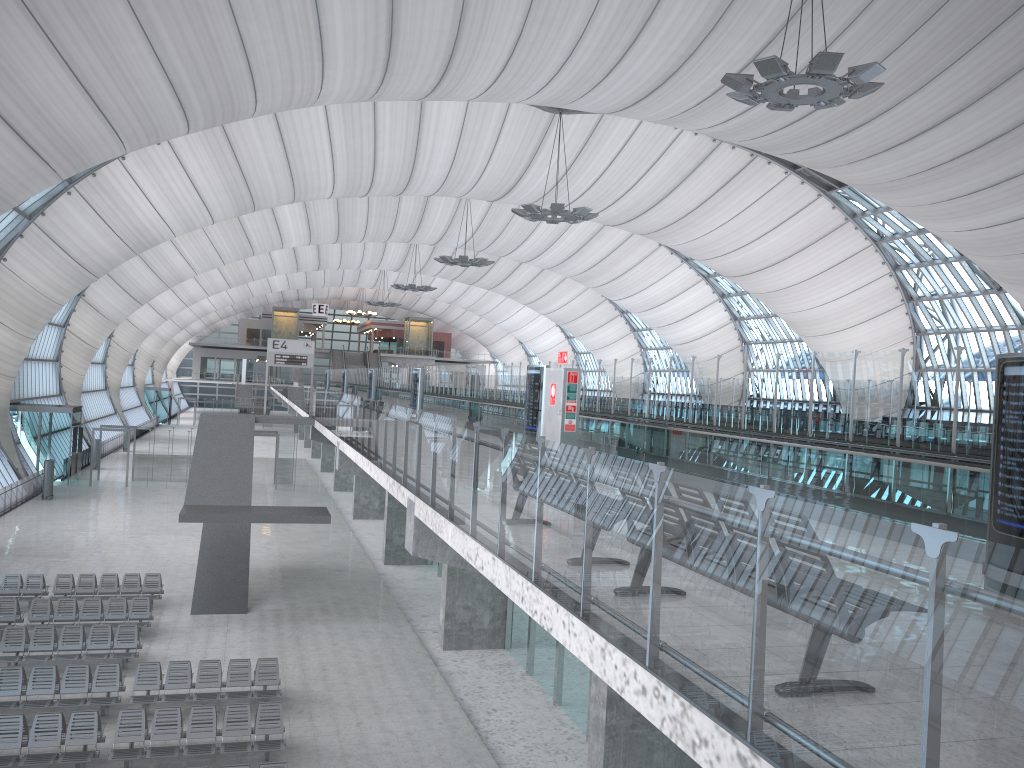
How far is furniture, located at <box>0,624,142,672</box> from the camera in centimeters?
1818cm

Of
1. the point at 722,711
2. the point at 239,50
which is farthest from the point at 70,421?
the point at 722,711

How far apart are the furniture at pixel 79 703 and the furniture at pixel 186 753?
1.3m

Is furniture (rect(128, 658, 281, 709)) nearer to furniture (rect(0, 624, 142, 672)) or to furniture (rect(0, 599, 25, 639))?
furniture (rect(0, 624, 142, 672))

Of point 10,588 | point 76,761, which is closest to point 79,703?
point 76,761

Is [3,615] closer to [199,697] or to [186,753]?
[199,697]

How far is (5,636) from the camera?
18.18m

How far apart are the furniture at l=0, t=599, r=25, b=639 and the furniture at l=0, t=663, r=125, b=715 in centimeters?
424cm

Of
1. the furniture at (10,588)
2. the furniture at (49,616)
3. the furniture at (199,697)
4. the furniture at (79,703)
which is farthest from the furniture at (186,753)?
the furniture at (10,588)

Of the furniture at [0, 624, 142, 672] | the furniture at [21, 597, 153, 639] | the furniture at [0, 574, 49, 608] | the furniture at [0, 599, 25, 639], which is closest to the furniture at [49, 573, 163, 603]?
the furniture at [0, 574, 49, 608]
